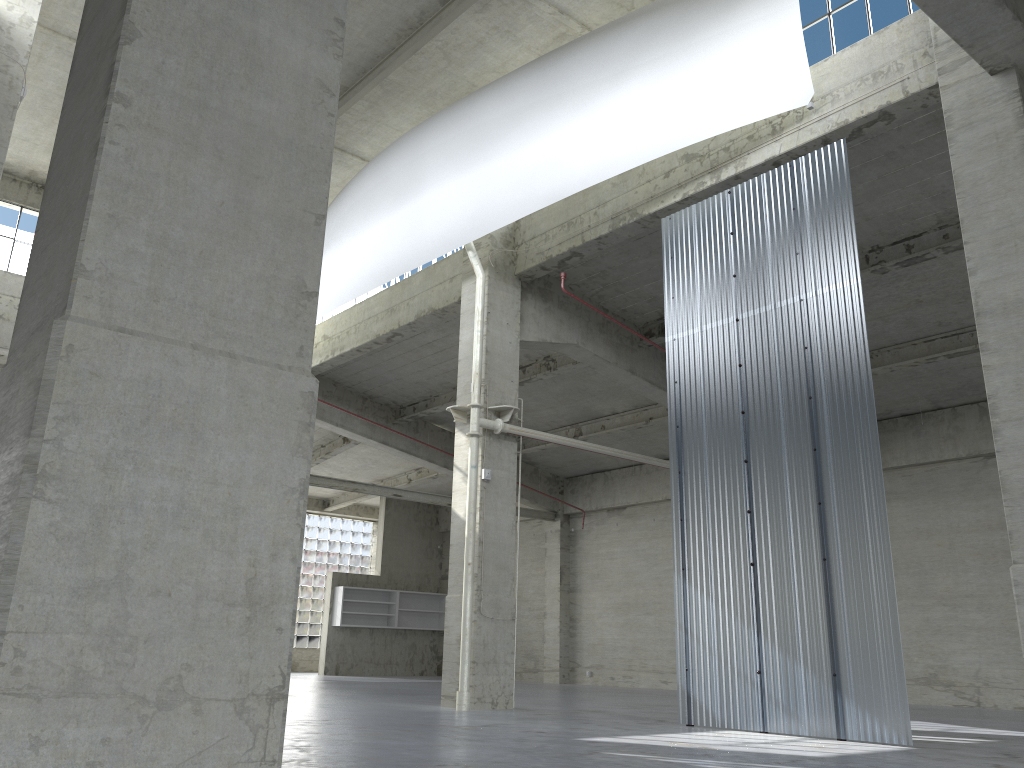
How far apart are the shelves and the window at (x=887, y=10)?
33.08m

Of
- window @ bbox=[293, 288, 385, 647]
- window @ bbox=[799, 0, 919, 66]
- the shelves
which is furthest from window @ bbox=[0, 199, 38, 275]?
window @ bbox=[799, 0, 919, 66]

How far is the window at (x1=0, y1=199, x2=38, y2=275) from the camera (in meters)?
27.99

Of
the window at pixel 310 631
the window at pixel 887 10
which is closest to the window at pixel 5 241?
the window at pixel 310 631

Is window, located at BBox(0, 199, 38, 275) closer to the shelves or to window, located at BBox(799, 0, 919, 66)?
the shelves

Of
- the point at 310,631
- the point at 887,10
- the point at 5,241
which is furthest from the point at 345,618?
the point at 887,10

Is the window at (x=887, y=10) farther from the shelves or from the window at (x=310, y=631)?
the window at (x=310, y=631)

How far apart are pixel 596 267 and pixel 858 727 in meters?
13.1 m

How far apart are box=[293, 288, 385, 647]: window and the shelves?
5.2 meters

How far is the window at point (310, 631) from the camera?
47.0 meters
